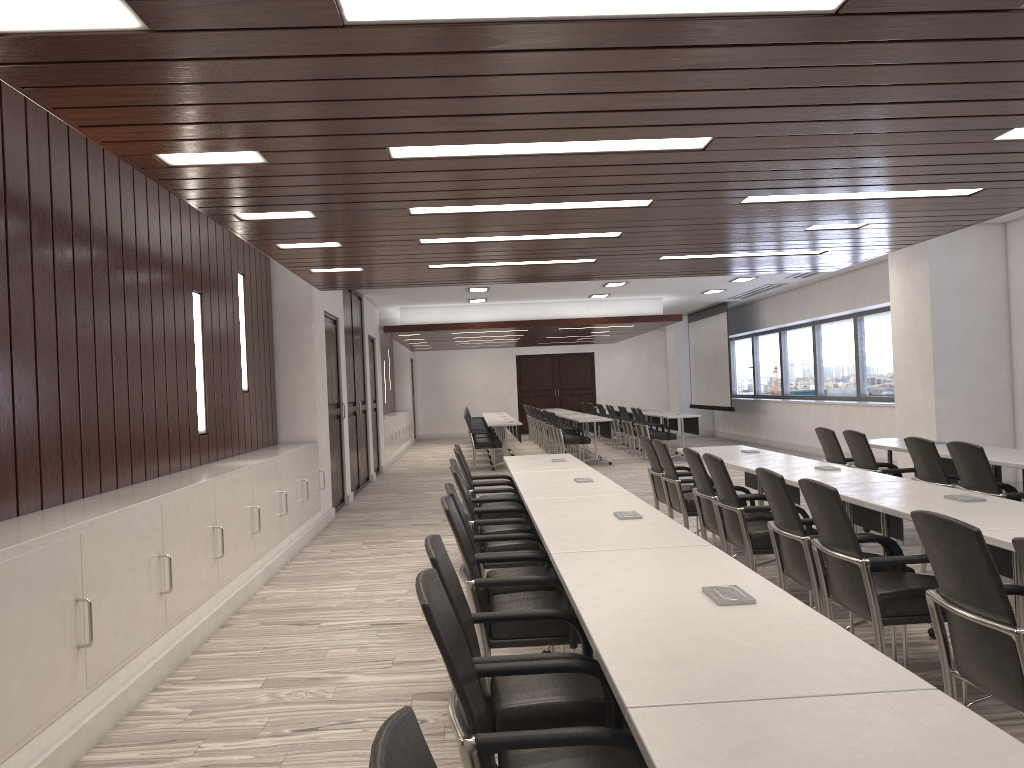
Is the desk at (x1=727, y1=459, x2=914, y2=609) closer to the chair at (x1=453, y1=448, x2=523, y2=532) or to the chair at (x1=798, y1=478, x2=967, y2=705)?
the chair at (x1=798, y1=478, x2=967, y2=705)

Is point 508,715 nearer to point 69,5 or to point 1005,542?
point 1005,542

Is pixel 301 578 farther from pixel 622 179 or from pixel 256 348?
pixel 622 179

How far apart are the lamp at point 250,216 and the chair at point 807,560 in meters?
3.0 m

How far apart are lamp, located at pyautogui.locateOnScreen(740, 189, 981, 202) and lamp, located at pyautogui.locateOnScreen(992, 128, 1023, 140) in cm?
127

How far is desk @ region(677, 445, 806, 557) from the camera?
6.5m

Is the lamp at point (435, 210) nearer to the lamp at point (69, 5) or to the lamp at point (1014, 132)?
the lamp at point (1014, 132)

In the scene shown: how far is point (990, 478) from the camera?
5.10m

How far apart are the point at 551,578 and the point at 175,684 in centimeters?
215cm

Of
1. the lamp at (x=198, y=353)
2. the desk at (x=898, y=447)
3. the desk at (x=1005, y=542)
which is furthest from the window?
the desk at (x=1005, y=542)
